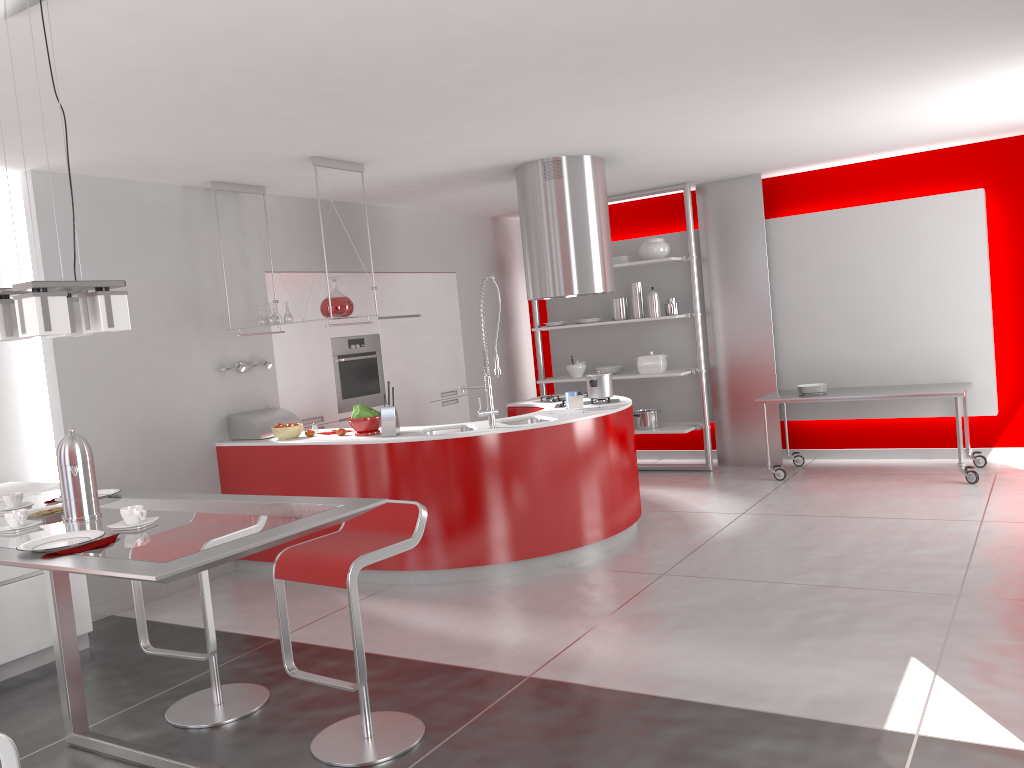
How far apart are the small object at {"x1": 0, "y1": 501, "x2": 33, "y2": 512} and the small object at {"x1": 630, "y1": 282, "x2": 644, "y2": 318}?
5.8 meters

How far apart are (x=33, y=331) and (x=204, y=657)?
1.55m

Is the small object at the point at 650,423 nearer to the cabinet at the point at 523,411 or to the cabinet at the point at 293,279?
the cabinet at the point at 293,279

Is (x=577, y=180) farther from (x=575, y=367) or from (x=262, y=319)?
(x=575, y=367)

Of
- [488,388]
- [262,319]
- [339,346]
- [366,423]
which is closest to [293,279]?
[339,346]

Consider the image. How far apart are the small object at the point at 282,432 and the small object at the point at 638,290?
3.54m

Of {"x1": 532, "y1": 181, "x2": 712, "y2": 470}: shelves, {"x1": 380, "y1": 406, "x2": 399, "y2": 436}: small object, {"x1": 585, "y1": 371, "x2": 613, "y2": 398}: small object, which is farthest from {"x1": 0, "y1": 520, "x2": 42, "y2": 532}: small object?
{"x1": 532, "y1": 181, "x2": 712, "y2": 470}: shelves

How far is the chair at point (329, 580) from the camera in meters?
3.0

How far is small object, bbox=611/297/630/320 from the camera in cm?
819

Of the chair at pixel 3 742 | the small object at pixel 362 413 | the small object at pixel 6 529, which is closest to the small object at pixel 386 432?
the small object at pixel 362 413
